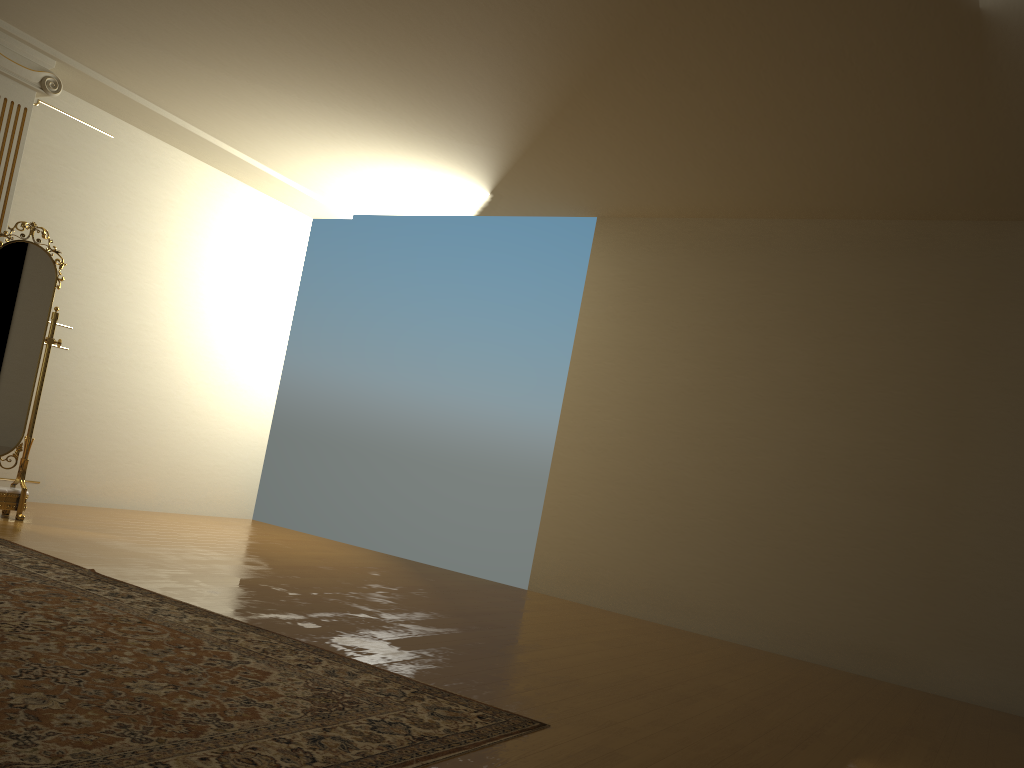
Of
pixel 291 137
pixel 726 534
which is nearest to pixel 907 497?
pixel 726 534

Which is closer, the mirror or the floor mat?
the floor mat

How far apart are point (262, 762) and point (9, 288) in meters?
4.1 m

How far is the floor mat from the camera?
1.9 meters

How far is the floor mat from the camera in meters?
1.9

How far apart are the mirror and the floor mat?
0.98m

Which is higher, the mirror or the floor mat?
the mirror

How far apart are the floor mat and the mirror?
1.0m

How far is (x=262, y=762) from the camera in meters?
1.9
